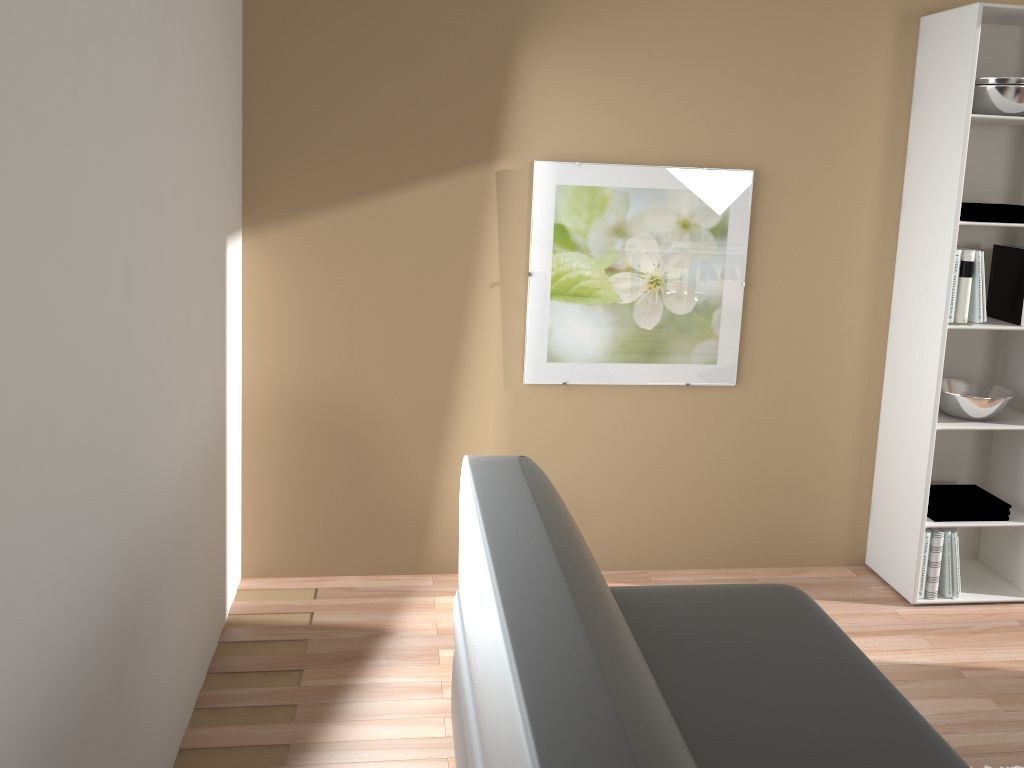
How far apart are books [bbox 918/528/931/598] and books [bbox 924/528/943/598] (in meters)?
0.03

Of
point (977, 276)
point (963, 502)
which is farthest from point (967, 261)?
point (963, 502)

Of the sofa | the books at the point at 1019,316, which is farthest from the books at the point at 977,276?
the sofa

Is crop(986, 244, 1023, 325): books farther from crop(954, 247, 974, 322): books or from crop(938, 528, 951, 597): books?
crop(938, 528, 951, 597): books

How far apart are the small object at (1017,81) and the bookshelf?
0.10m

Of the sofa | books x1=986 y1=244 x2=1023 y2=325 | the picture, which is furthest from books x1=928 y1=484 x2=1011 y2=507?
the sofa

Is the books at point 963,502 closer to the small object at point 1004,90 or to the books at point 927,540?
the books at point 927,540

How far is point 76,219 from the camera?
1.4m

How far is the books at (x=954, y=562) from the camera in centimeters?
332cm

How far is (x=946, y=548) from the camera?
3.30m
